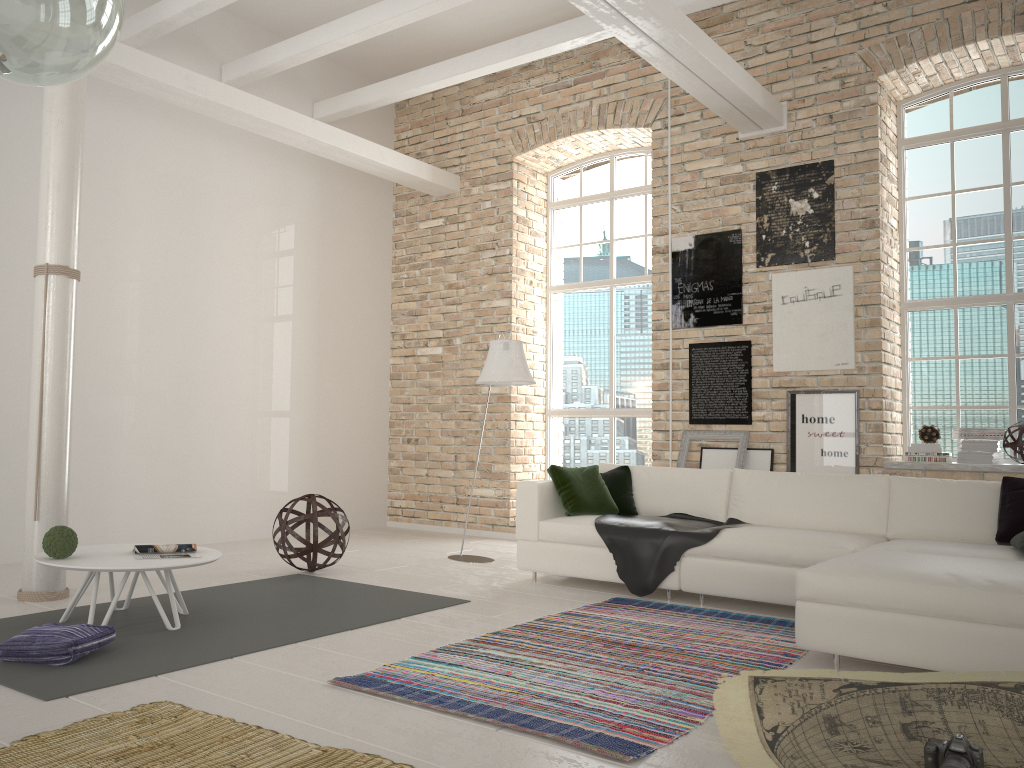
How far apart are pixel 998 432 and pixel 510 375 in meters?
3.5

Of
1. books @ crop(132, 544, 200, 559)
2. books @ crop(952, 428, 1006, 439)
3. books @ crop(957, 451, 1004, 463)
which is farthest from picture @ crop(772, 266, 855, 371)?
books @ crop(132, 544, 200, 559)

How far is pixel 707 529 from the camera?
5.20m

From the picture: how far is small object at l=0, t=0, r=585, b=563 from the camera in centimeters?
683cm

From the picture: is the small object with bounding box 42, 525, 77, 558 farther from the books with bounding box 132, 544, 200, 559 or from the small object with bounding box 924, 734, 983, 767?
the small object with bounding box 924, 734, 983, 767

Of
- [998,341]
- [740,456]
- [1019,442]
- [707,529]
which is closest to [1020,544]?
[707,529]

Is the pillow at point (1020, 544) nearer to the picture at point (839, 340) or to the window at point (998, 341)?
the picture at point (839, 340)

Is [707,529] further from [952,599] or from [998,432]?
[998,432]

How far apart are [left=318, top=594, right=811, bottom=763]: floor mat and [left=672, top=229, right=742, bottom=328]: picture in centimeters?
298cm

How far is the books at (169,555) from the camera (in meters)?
4.35
